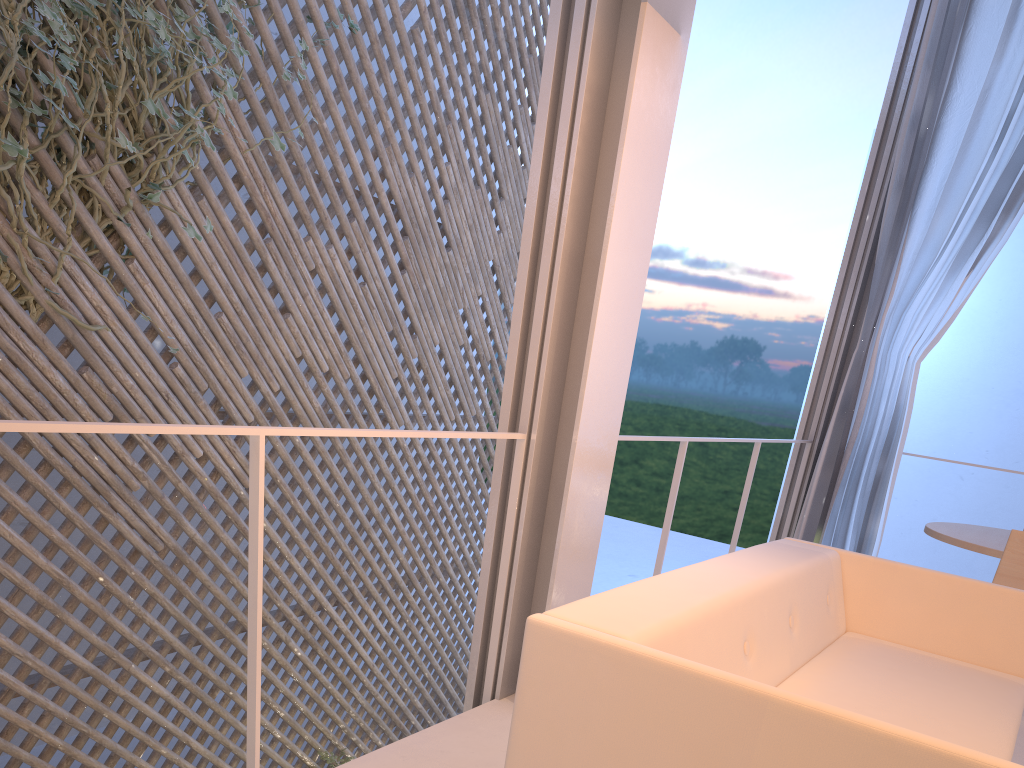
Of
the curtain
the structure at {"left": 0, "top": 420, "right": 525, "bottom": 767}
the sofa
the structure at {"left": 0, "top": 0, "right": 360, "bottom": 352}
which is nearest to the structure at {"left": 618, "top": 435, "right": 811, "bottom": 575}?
the sofa

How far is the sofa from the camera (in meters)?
0.72

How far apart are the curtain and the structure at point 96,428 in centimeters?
185cm

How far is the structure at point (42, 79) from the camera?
2.09m

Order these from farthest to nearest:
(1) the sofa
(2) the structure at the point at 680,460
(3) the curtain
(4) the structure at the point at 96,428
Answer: (3) the curtain → (2) the structure at the point at 680,460 → (4) the structure at the point at 96,428 → (1) the sofa

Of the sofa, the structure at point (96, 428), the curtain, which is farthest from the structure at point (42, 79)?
the curtain

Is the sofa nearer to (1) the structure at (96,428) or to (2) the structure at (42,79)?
(1) the structure at (96,428)

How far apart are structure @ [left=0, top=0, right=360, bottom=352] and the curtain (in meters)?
2.20

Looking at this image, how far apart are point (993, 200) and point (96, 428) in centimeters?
282cm

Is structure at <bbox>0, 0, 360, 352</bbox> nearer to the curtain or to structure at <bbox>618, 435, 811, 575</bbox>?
structure at <bbox>618, 435, 811, 575</bbox>
